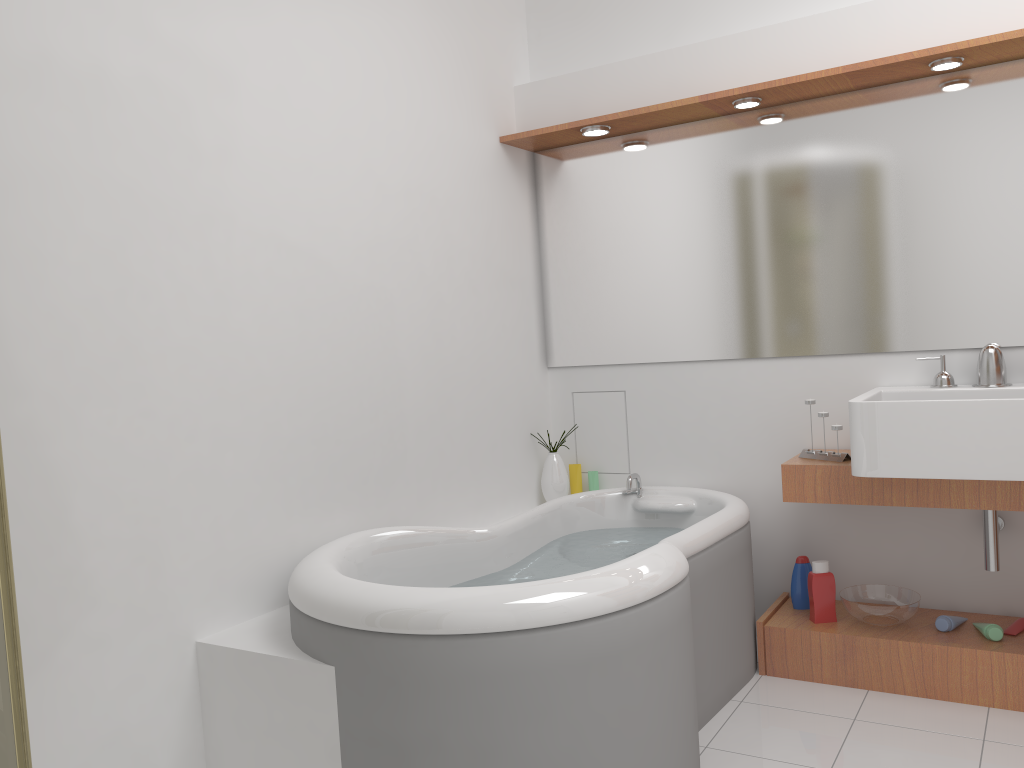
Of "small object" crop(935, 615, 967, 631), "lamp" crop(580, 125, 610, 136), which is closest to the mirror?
"lamp" crop(580, 125, 610, 136)

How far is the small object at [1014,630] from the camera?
2.71m

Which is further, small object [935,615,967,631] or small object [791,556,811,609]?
small object [791,556,811,609]

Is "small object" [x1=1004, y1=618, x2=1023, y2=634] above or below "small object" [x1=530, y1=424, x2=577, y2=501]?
below

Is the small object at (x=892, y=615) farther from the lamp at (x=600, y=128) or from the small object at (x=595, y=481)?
the lamp at (x=600, y=128)

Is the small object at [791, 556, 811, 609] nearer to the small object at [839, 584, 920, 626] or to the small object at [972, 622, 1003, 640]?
the small object at [839, 584, 920, 626]

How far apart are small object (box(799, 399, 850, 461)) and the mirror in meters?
0.3

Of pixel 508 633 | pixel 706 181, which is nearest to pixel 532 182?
pixel 706 181

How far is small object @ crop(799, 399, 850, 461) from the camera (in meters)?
2.85

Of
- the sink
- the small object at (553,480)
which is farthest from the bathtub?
the sink
